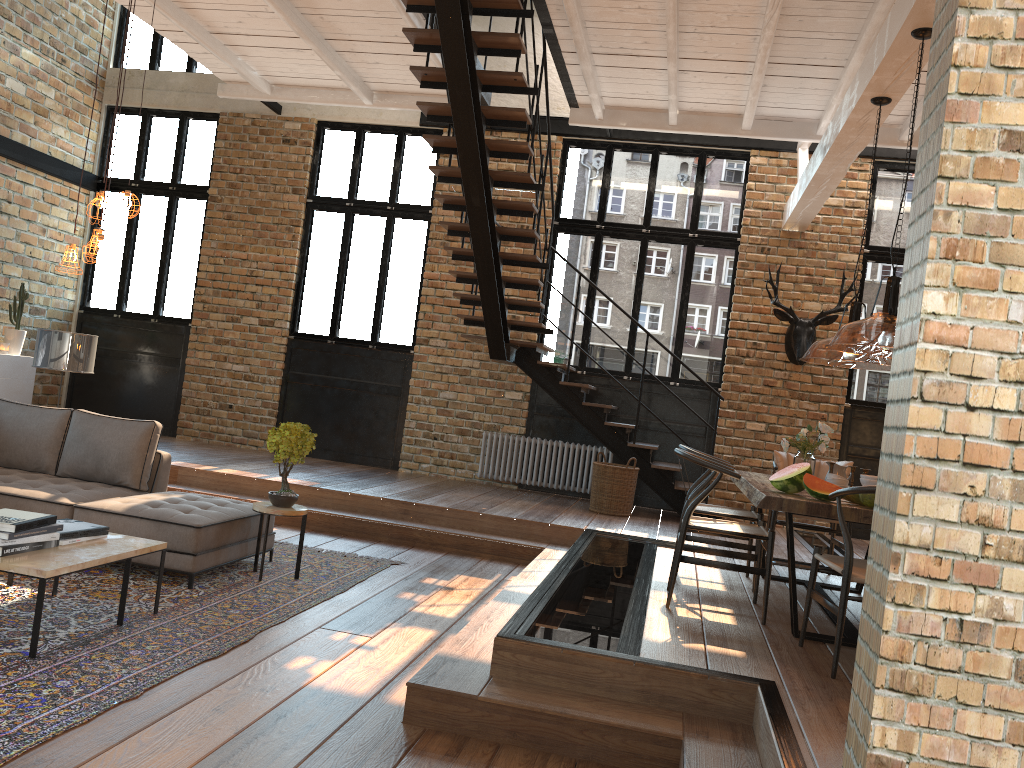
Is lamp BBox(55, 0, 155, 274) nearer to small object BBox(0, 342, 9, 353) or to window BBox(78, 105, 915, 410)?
window BBox(78, 105, 915, 410)

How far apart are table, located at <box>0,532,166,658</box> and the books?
0.03m

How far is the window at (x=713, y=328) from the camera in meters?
10.1 m

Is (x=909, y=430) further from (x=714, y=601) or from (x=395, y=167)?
(x=395, y=167)

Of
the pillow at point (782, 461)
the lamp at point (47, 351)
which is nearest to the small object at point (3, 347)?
the lamp at point (47, 351)

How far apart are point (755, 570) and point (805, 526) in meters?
1.7

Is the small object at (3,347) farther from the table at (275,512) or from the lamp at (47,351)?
the table at (275,512)

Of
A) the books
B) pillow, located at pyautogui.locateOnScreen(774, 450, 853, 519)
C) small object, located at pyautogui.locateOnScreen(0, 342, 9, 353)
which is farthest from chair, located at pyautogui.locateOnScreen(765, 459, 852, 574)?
small object, located at pyautogui.locateOnScreen(0, 342, 9, 353)

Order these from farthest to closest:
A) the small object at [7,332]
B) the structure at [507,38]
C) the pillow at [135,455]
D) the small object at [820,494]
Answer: the small object at [7,332] < the structure at [507,38] < the pillow at [135,455] < the small object at [820,494]

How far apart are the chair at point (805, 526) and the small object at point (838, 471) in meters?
0.8
